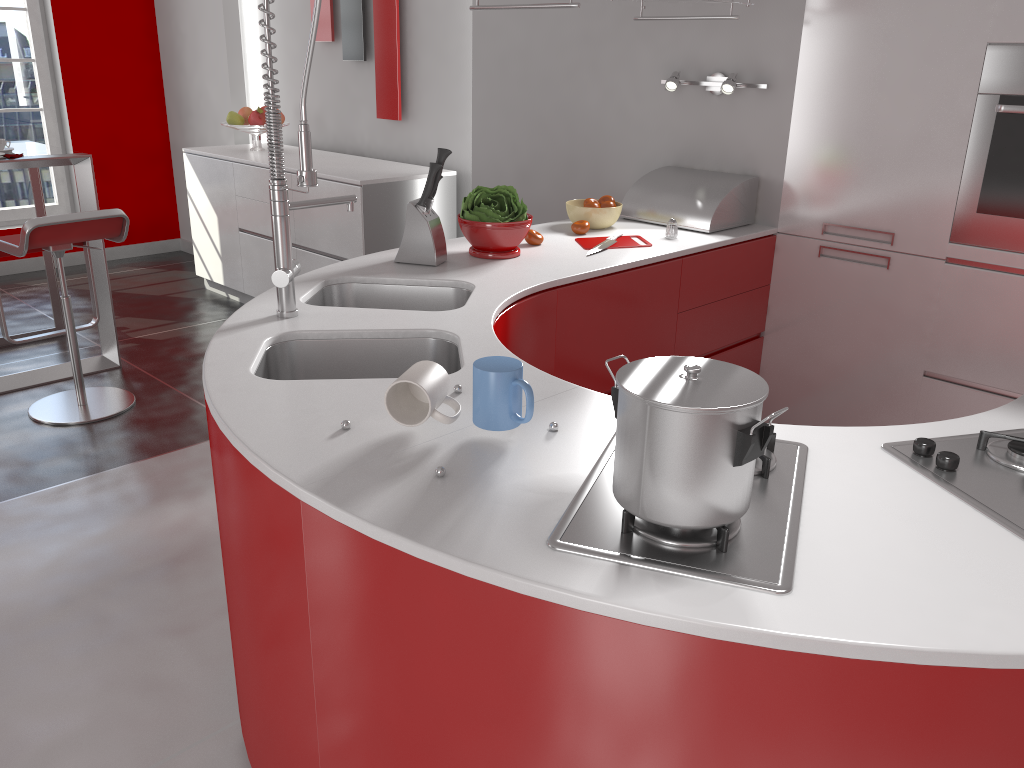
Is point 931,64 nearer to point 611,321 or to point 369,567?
point 611,321

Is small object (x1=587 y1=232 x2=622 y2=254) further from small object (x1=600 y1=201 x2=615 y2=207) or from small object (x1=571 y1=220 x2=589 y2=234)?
small object (x1=600 y1=201 x2=615 y2=207)

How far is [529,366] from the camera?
1.76m

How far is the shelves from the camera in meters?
2.9 m

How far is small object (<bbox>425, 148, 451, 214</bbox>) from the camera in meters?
2.5

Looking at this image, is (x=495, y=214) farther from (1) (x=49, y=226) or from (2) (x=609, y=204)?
(1) (x=49, y=226)

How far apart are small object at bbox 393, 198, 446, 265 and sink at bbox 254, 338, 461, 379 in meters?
0.6 m

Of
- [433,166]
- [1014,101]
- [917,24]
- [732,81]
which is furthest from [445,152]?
[1014,101]

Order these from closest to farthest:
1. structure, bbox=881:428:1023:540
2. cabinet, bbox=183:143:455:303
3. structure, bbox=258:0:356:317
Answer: structure, bbox=881:428:1023:540 → structure, bbox=258:0:356:317 → cabinet, bbox=183:143:455:303

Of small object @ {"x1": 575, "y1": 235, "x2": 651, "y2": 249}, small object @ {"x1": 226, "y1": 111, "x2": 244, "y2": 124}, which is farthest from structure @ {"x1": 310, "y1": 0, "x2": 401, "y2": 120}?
small object @ {"x1": 575, "y1": 235, "x2": 651, "y2": 249}
